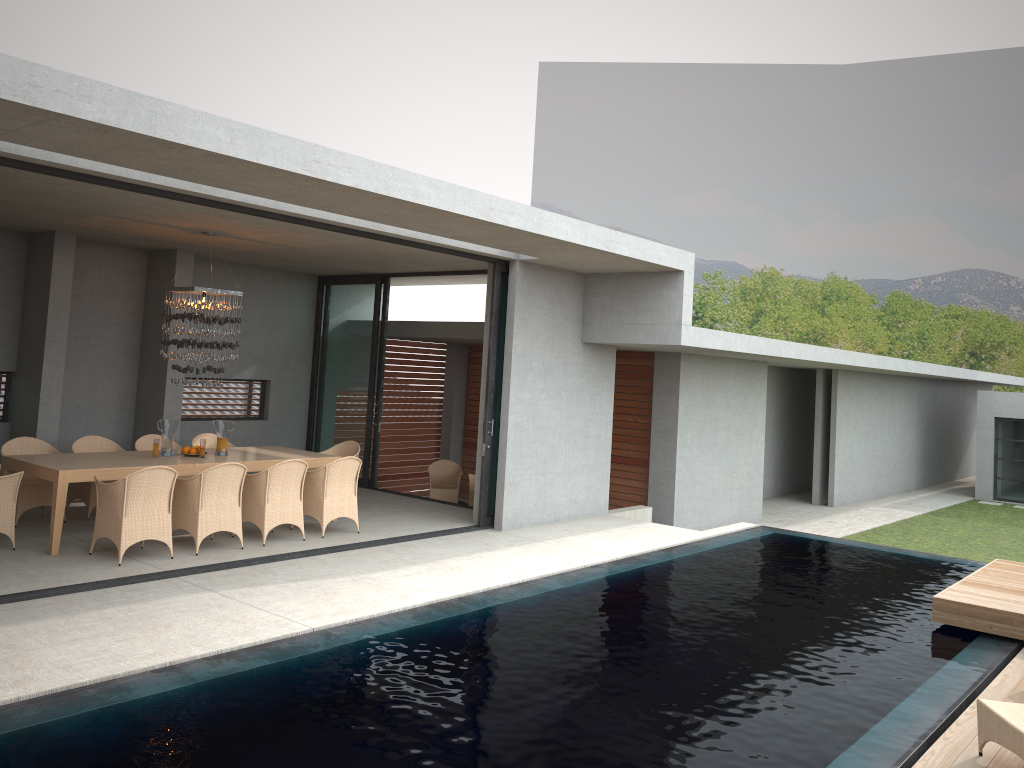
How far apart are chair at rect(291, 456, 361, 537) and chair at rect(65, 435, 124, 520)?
2.4m

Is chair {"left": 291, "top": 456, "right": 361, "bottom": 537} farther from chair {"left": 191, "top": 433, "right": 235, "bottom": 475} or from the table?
chair {"left": 191, "top": 433, "right": 235, "bottom": 475}

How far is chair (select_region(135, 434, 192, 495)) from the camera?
10.71m

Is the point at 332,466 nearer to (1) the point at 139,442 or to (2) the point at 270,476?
(2) the point at 270,476

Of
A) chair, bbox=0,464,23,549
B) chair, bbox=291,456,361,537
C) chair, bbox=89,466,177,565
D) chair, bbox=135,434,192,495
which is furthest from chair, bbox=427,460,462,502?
chair, bbox=0,464,23,549

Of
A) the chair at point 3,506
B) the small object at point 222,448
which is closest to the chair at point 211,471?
the chair at point 3,506

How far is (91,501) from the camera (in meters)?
9.77

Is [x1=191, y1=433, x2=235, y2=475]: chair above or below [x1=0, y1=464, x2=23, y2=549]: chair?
above

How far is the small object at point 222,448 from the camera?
17.8 meters

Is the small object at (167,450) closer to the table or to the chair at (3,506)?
the table
